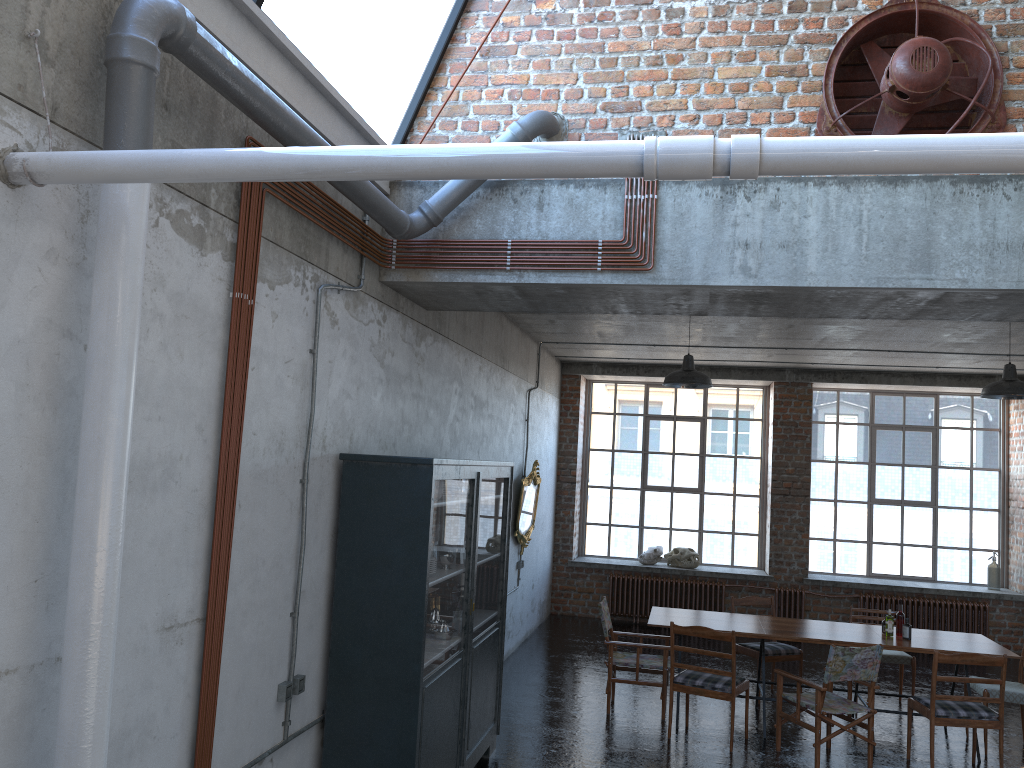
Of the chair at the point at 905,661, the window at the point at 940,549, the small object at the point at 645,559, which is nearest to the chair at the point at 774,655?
the chair at the point at 905,661

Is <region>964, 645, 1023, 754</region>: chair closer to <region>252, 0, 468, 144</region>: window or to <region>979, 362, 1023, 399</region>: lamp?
<region>979, 362, 1023, 399</region>: lamp

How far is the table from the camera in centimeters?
773cm

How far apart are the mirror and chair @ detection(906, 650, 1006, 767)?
4.6 meters

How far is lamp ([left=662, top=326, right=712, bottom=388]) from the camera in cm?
863

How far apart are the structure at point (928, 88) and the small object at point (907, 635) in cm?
451

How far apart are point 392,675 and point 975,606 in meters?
10.3

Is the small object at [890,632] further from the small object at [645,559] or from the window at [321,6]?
the window at [321,6]

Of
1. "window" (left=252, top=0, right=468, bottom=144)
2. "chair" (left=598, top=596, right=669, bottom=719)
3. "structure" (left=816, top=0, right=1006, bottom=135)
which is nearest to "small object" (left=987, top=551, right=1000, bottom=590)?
"chair" (left=598, top=596, right=669, bottom=719)

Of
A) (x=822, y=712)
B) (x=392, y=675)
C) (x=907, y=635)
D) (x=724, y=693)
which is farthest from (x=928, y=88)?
(x=907, y=635)
